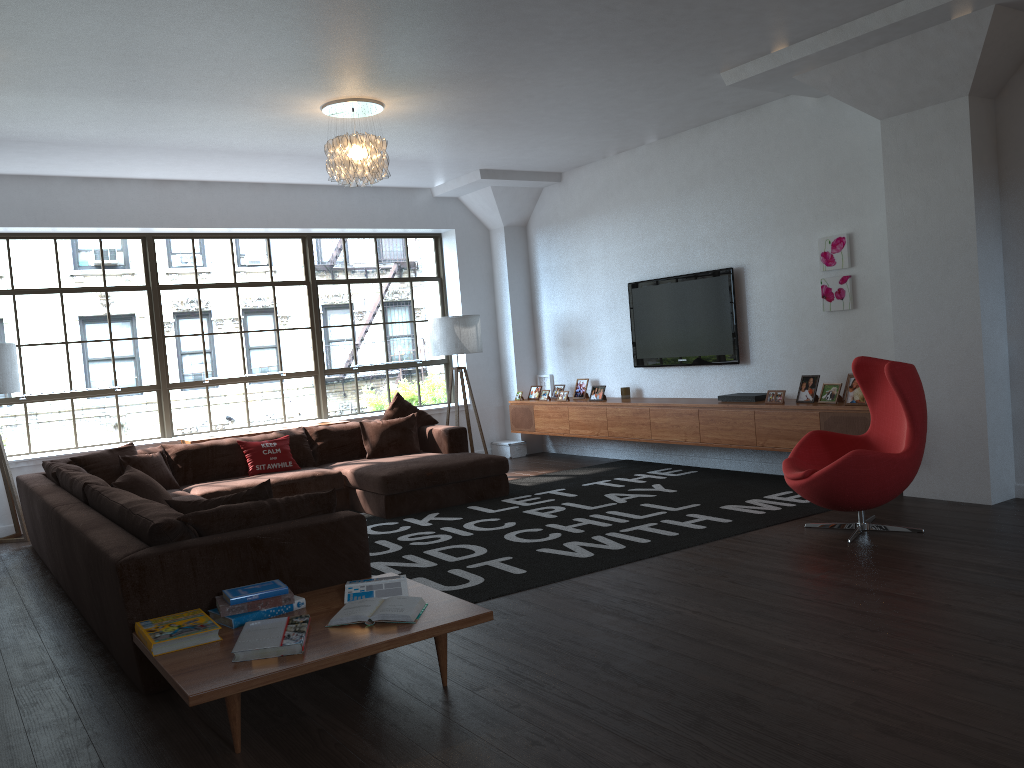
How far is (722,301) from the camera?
7.5 meters

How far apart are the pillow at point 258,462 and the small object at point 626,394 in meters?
3.2 m

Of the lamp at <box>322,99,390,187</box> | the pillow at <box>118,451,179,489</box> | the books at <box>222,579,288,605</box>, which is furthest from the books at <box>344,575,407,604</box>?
the pillow at <box>118,451,179,489</box>

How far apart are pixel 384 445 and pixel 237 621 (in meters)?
4.51

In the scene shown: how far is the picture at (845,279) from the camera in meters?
6.6

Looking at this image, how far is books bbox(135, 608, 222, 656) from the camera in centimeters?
312cm

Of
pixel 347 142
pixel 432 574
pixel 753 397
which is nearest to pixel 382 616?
pixel 432 574

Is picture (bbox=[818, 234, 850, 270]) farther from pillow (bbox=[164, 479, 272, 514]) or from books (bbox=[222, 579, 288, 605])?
books (bbox=[222, 579, 288, 605])

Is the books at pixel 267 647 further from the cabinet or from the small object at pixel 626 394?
the small object at pixel 626 394

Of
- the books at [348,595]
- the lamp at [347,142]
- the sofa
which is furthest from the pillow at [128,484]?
the lamp at [347,142]
